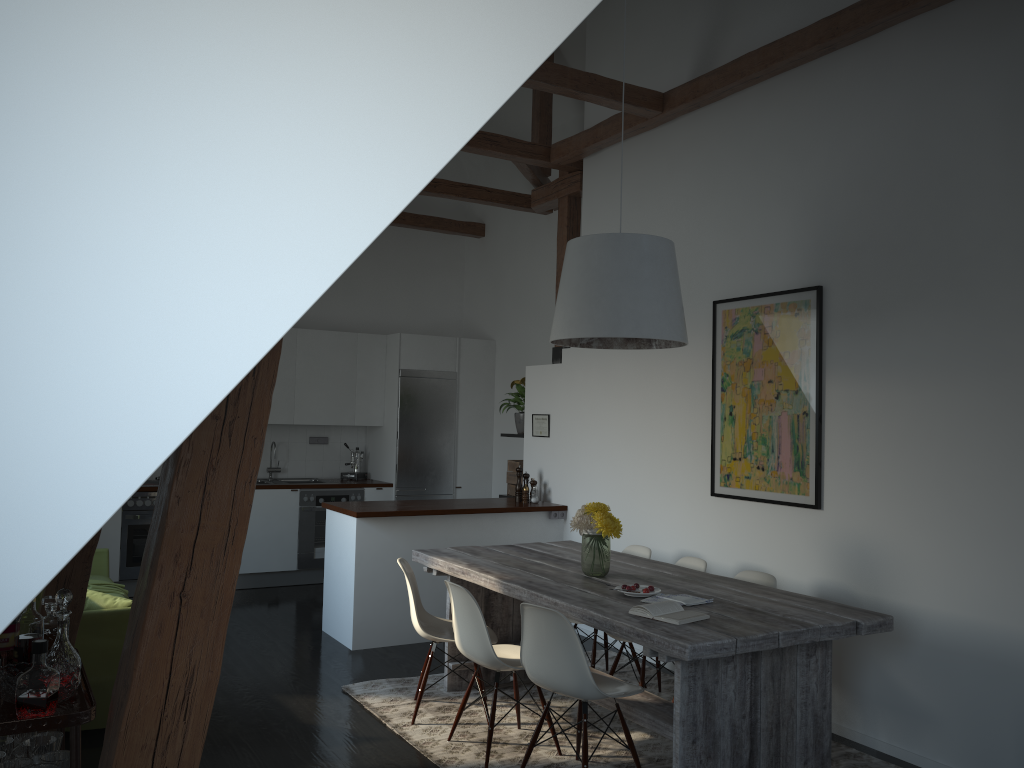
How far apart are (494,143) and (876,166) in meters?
2.8

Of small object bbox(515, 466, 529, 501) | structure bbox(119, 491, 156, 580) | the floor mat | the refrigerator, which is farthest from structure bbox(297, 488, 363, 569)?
the floor mat

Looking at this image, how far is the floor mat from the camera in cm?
407

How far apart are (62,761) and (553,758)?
2.2 meters

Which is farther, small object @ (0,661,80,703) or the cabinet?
the cabinet

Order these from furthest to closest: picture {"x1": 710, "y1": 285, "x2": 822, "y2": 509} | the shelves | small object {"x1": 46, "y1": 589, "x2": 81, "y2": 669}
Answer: picture {"x1": 710, "y1": 285, "x2": 822, "y2": 509}
small object {"x1": 46, "y1": 589, "x2": 81, "y2": 669}
the shelves

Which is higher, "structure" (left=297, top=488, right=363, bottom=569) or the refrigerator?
the refrigerator

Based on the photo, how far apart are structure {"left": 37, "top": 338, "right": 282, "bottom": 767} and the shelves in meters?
0.5 m

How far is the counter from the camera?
6.0m

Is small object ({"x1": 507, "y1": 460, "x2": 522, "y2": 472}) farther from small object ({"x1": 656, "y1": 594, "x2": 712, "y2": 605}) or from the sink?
small object ({"x1": 656, "y1": 594, "x2": 712, "y2": 605})
